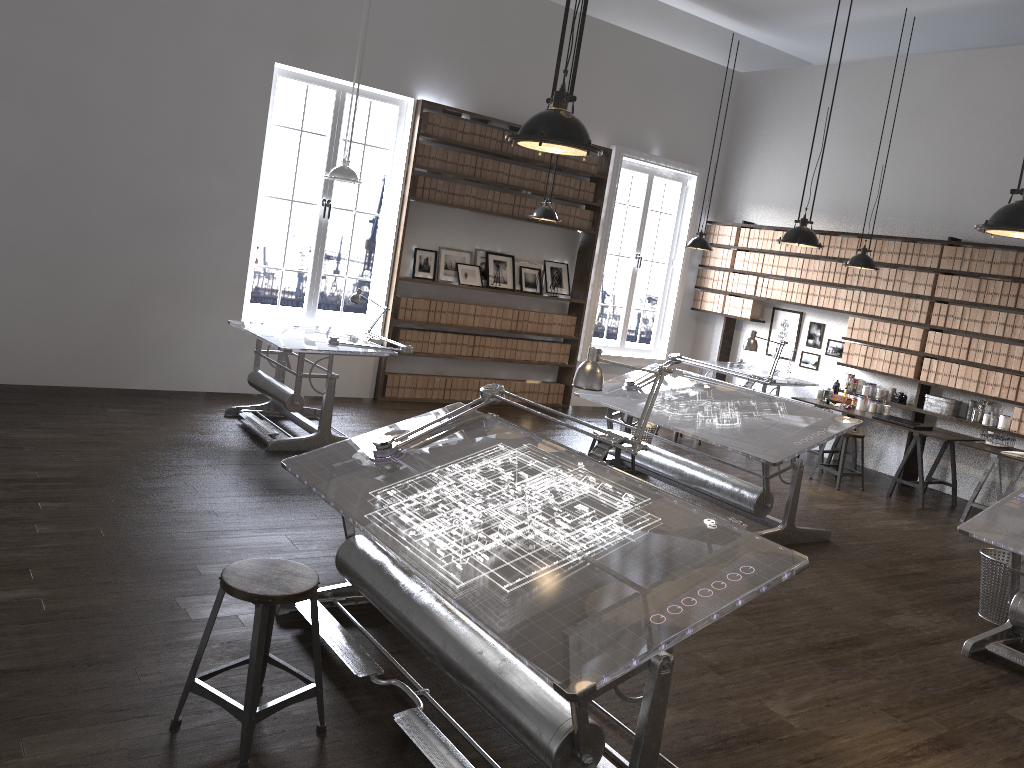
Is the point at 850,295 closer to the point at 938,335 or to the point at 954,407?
the point at 938,335

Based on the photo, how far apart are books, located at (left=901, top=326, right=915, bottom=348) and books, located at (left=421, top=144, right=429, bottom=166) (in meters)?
5.05

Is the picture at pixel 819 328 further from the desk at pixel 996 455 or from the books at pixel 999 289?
the desk at pixel 996 455

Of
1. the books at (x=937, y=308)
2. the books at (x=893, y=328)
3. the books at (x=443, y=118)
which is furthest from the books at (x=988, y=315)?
the books at (x=443, y=118)

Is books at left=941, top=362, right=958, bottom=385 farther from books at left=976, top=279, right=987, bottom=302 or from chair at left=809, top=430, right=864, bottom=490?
chair at left=809, top=430, right=864, bottom=490

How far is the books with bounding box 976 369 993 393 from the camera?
8.12m

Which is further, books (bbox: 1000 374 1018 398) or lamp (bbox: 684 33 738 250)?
lamp (bbox: 684 33 738 250)

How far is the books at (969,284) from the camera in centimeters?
827cm

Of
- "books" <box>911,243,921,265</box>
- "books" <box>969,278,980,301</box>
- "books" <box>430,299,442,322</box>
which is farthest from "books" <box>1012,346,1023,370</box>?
"books" <box>430,299,442,322</box>

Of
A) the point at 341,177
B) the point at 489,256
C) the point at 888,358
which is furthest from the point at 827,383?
the point at 341,177
